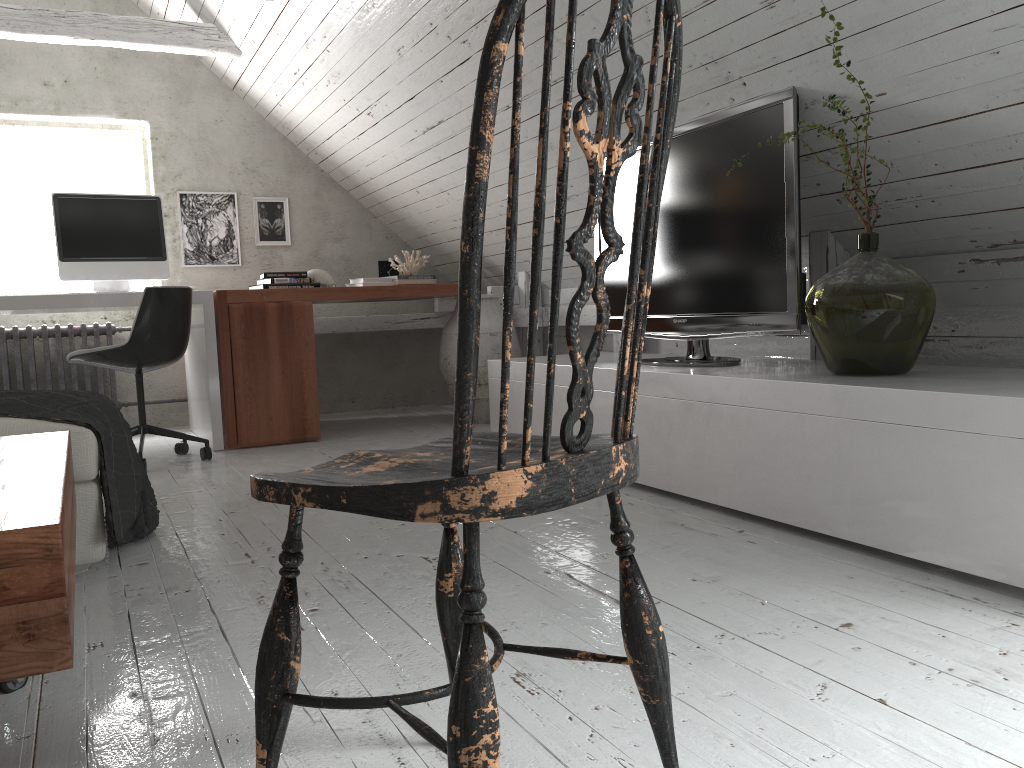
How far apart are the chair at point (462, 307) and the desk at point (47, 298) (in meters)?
3.23

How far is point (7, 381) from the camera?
4.71m

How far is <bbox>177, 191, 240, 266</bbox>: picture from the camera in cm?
521

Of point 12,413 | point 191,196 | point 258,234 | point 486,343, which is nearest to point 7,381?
point 191,196

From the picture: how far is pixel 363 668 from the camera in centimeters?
150cm

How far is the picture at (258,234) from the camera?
5.4m

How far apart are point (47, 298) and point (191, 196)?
1.6m

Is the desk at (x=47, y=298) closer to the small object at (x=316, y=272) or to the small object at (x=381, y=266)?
the small object at (x=316, y=272)

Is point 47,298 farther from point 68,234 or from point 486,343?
point 486,343

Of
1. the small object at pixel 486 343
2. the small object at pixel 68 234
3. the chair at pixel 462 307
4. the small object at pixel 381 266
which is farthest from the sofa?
the small object at pixel 381 266
